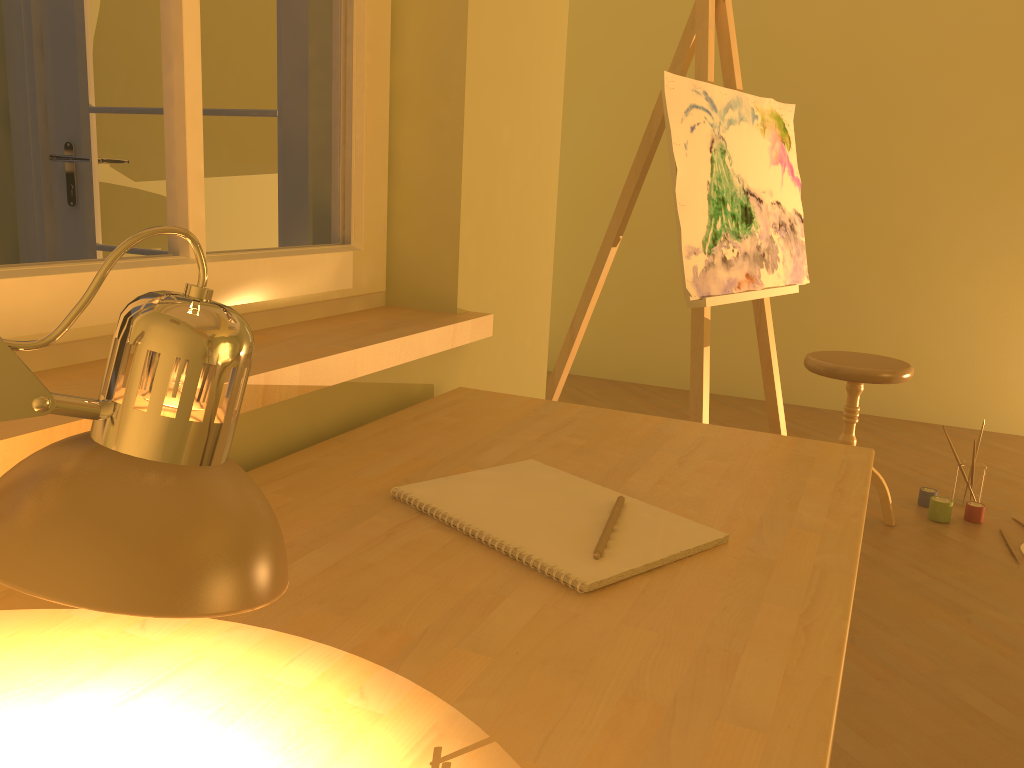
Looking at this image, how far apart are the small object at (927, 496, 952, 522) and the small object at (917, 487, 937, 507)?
0.1 meters

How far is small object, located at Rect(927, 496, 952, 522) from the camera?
3.1m

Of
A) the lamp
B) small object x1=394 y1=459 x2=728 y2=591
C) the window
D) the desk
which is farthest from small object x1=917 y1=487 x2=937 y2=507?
the lamp

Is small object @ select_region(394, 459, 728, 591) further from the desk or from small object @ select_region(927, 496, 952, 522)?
small object @ select_region(927, 496, 952, 522)

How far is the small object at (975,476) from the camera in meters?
3.2

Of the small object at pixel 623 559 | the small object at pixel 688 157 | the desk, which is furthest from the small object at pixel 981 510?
the small object at pixel 623 559

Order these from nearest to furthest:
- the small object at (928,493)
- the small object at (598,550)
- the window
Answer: the small object at (598,550) < the window < the small object at (928,493)

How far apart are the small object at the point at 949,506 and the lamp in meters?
3.1 m

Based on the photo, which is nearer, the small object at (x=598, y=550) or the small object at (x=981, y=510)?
the small object at (x=598, y=550)

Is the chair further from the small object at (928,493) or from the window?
the window
